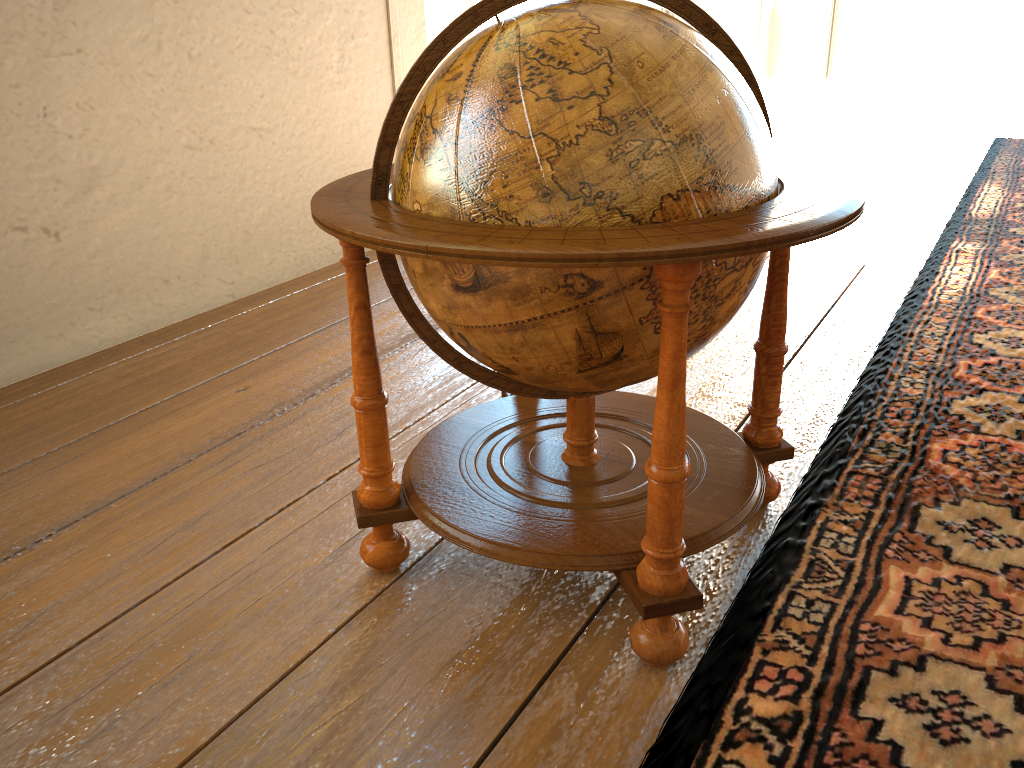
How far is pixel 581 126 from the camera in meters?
1.7 m

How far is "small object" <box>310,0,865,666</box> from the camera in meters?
1.7

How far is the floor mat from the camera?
1.8 meters

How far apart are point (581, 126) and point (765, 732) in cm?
125

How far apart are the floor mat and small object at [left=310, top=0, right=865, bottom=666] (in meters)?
0.06

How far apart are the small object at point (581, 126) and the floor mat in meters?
0.1 m

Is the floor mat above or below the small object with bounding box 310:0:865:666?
below

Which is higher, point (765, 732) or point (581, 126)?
point (581, 126)
